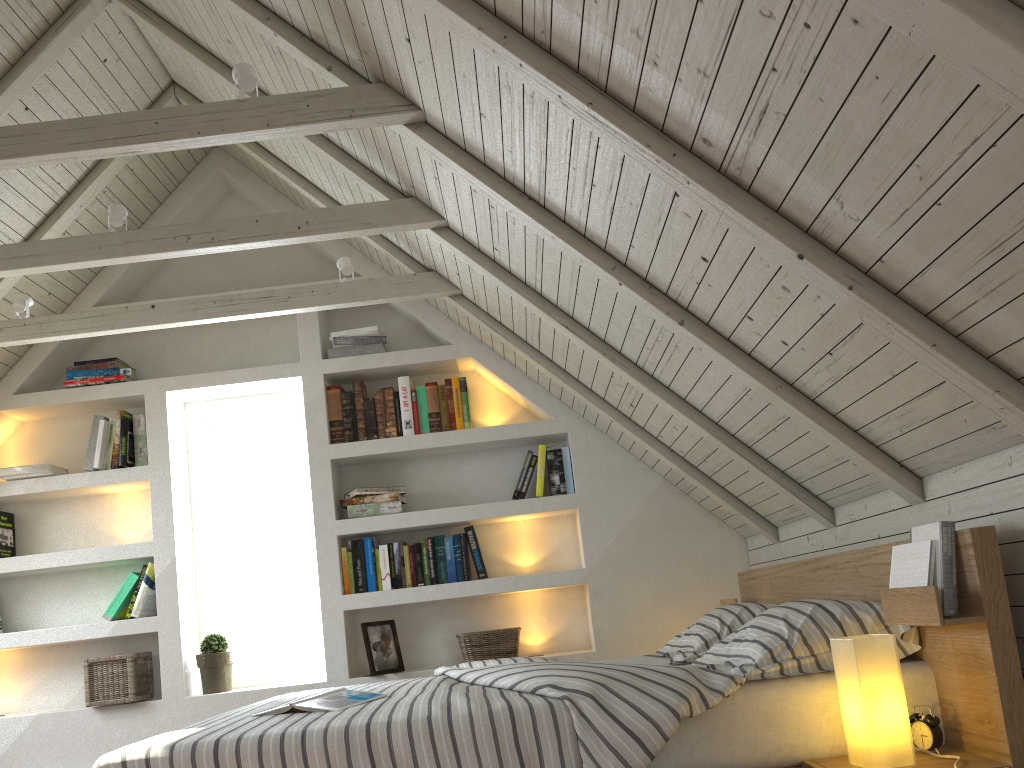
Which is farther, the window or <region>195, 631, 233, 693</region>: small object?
the window

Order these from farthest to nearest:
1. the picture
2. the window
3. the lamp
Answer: the window → the picture → the lamp

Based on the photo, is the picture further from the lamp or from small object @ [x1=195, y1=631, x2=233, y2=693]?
the lamp

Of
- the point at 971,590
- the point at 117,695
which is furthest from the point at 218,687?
the point at 971,590

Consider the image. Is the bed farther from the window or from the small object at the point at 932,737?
the window

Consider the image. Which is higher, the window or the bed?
the window

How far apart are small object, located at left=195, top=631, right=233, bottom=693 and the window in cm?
21

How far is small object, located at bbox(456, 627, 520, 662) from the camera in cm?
357

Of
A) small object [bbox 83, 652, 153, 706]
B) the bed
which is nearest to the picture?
the bed

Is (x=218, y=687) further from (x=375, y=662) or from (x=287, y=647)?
(x=375, y=662)
